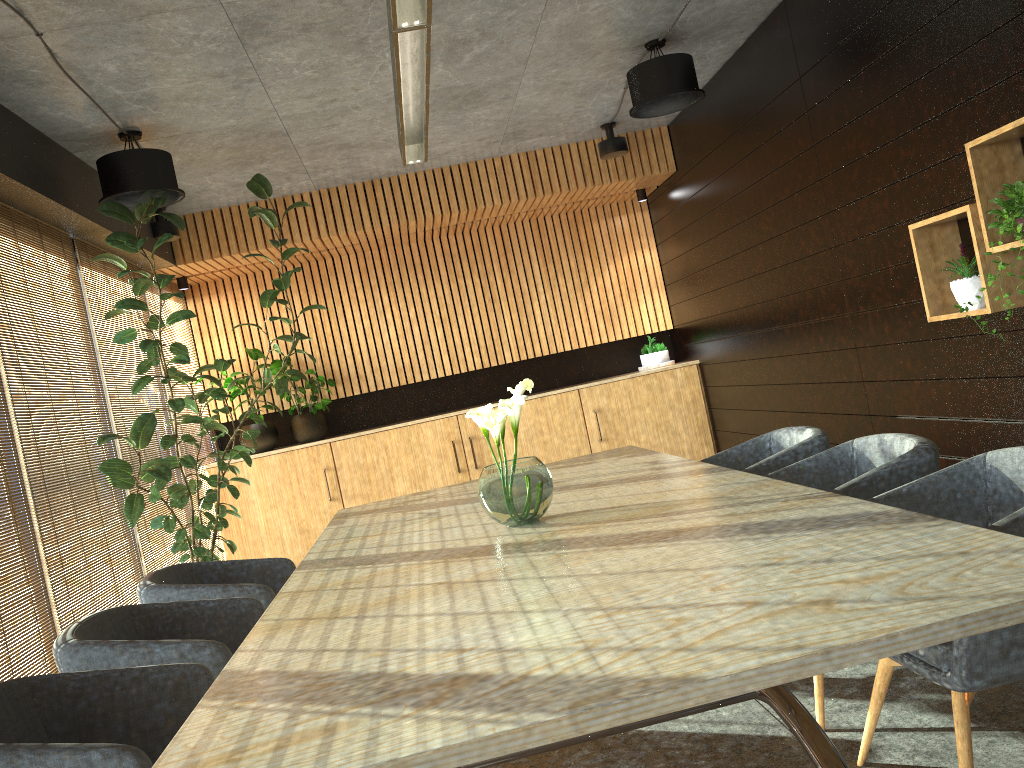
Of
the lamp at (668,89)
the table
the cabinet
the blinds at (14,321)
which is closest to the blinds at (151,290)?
the cabinet

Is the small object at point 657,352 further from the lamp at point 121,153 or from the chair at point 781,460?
the lamp at point 121,153

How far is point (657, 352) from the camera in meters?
9.1

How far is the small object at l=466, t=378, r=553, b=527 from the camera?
3.3m

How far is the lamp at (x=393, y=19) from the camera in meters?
3.3 m

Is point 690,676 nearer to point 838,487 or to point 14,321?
point 838,487

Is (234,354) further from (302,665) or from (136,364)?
(302,665)

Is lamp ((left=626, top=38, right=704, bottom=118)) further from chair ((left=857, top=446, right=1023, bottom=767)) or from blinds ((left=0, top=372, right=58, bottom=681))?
blinds ((left=0, top=372, right=58, bottom=681))

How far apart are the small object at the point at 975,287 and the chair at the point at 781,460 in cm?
88

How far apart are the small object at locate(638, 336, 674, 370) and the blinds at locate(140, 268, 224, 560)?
4.50m
